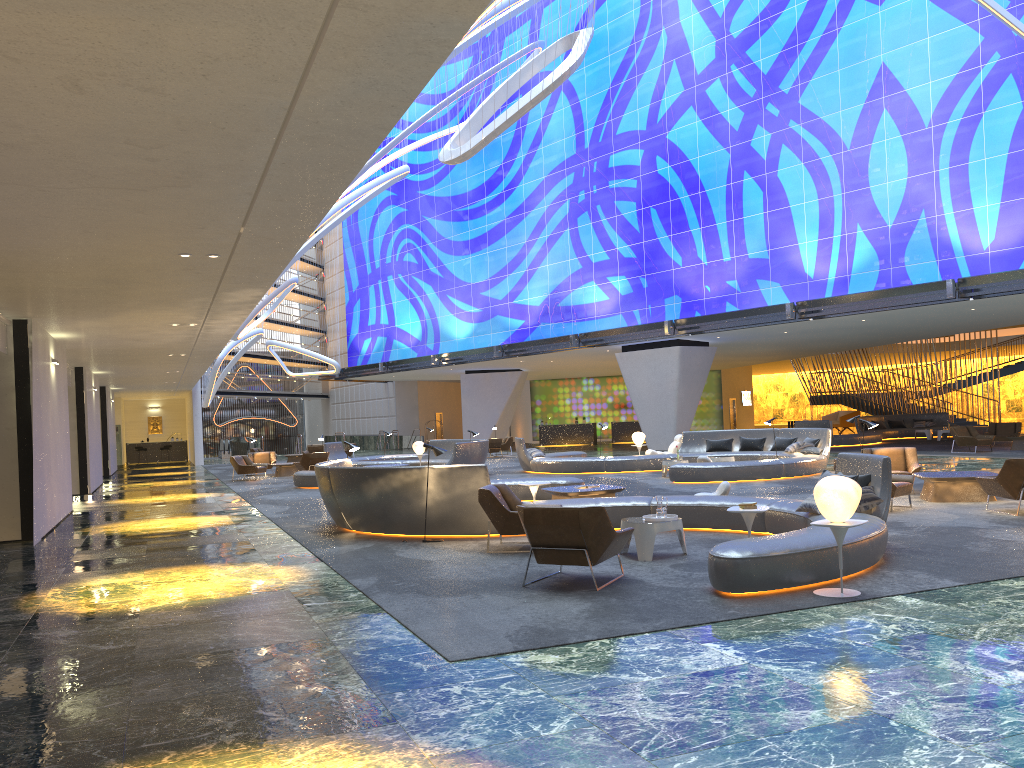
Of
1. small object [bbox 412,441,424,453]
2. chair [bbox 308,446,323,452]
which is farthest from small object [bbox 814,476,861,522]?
chair [bbox 308,446,323,452]

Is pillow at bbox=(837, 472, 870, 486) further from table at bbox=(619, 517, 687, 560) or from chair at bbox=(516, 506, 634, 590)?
chair at bbox=(516, 506, 634, 590)

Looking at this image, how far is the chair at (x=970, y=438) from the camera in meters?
24.9 m

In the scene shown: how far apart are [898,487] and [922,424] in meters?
26.3 m

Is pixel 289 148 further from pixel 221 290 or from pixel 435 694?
pixel 221 290

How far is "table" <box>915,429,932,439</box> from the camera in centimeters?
3435cm

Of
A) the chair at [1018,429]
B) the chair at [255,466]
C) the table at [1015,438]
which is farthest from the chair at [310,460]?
the chair at [1018,429]

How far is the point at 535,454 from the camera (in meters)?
24.60

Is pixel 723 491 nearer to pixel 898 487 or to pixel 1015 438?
pixel 898 487

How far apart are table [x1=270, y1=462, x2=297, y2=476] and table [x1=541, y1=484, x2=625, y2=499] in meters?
16.0
